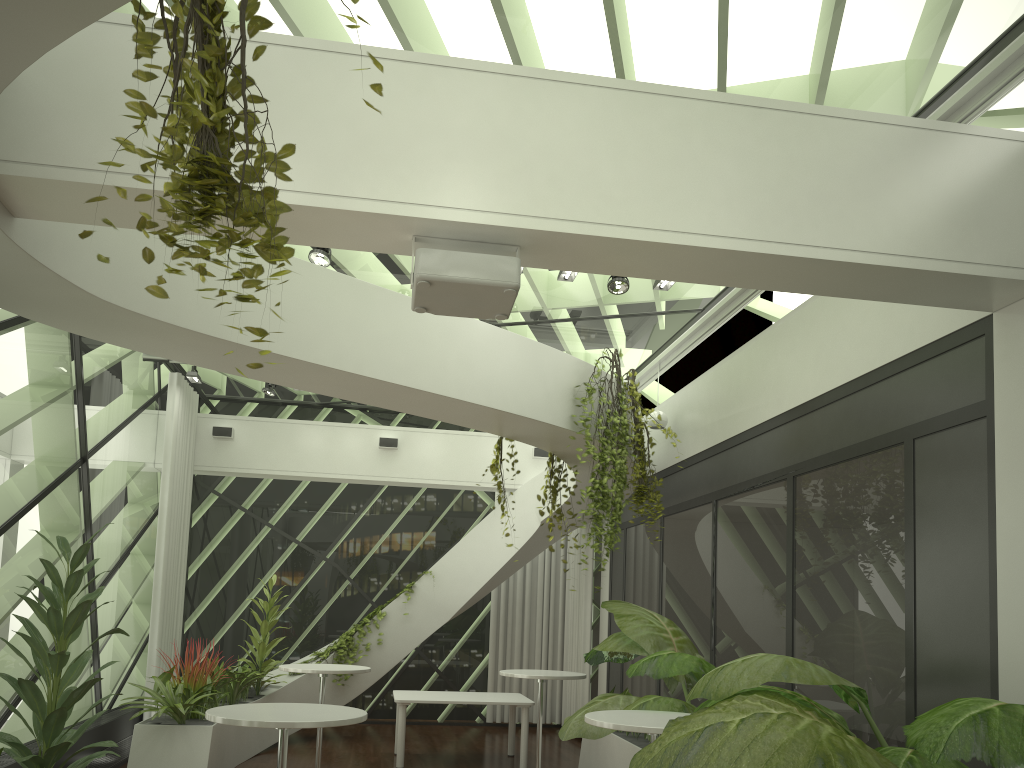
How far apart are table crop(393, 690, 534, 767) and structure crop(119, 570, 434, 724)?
1.3 meters

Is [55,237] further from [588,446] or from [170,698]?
[170,698]

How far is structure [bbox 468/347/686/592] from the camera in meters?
6.9 m

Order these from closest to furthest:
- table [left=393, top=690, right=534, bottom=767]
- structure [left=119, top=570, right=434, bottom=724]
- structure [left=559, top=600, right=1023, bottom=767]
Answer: structure [left=559, top=600, right=1023, bottom=767]
structure [left=119, top=570, right=434, bottom=724]
table [left=393, top=690, right=534, bottom=767]

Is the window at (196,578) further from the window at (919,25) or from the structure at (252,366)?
the structure at (252,366)

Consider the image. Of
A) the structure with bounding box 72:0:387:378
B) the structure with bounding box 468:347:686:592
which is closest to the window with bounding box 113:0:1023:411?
the structure with bounding box 468:347:686:592

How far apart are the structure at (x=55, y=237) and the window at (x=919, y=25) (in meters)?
1.00

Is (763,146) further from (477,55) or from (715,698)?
(715,698)

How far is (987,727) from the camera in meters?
2.5

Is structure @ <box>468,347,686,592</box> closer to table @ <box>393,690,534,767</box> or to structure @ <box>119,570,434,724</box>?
table @ <box>393,690,534,767</box>
